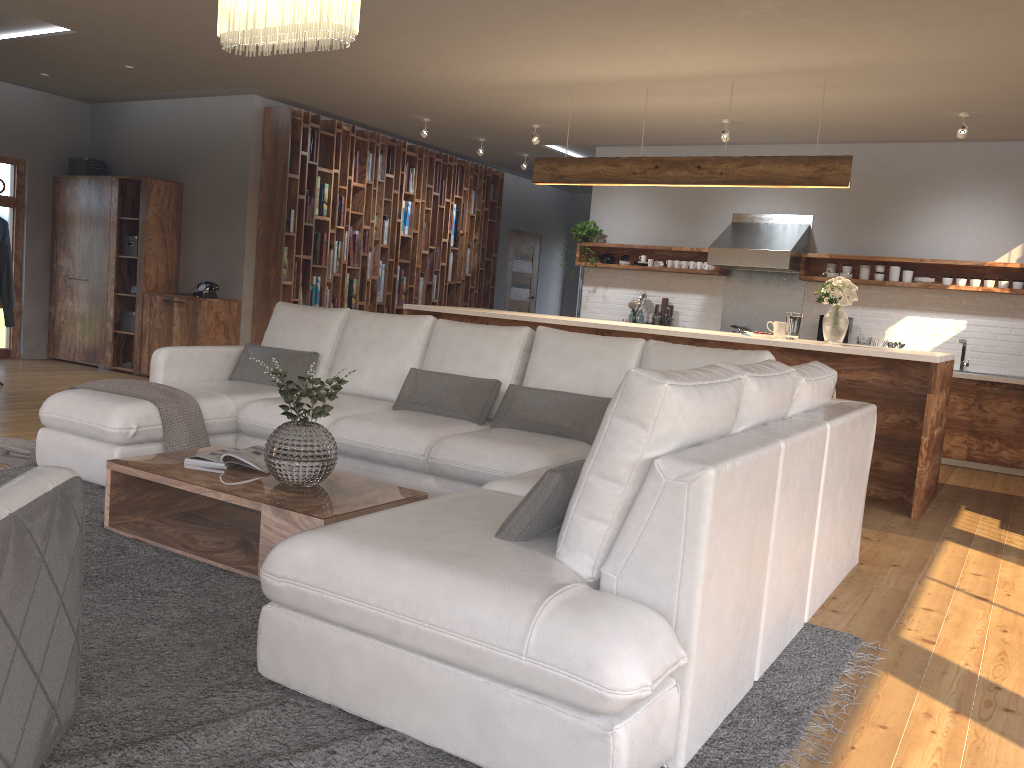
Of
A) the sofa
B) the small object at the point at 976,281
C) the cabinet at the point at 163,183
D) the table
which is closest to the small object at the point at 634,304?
the small object at the point at 976,281

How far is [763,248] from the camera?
8.2 meters

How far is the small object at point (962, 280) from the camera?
7.7m

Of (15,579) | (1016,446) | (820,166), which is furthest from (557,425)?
(1016,446)

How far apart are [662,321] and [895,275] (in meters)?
2.22

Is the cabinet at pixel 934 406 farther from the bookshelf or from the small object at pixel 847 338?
the small object at pixel 847 338

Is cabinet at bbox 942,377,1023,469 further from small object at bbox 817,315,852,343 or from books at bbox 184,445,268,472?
books at bbox 184,445,268,472

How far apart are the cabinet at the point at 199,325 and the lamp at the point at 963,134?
6.4 meters

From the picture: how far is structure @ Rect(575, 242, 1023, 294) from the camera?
7.7m

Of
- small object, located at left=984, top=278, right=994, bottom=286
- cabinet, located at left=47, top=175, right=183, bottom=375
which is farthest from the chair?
small object, located at left=984, top=278, right=994, bottom=286
